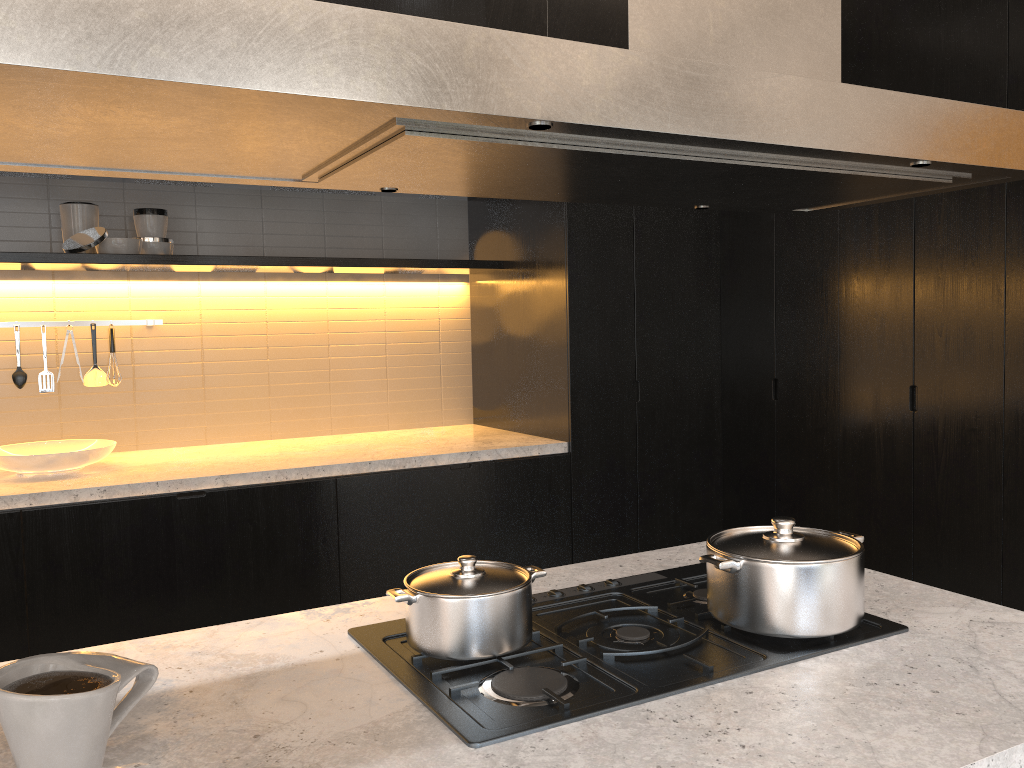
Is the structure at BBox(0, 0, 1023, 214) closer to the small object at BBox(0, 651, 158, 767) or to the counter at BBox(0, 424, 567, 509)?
the small object at BBox(0, 651, 158, 767)

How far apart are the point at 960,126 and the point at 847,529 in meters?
2.8

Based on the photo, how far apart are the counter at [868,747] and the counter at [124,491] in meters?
1.8 m

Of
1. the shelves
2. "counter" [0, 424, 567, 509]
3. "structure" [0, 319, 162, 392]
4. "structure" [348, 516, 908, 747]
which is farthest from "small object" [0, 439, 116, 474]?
"structure" [348, 516, 908, 747]

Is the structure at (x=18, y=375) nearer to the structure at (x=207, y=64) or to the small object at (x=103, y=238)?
the small object at (x=103, y=238)

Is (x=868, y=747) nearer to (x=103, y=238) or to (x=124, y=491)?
(x=124, y=491)

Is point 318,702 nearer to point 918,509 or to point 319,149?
point 319,149

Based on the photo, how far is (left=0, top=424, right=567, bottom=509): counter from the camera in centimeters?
316cm

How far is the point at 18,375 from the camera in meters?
3.8 m

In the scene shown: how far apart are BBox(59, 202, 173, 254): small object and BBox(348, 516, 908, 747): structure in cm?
272
